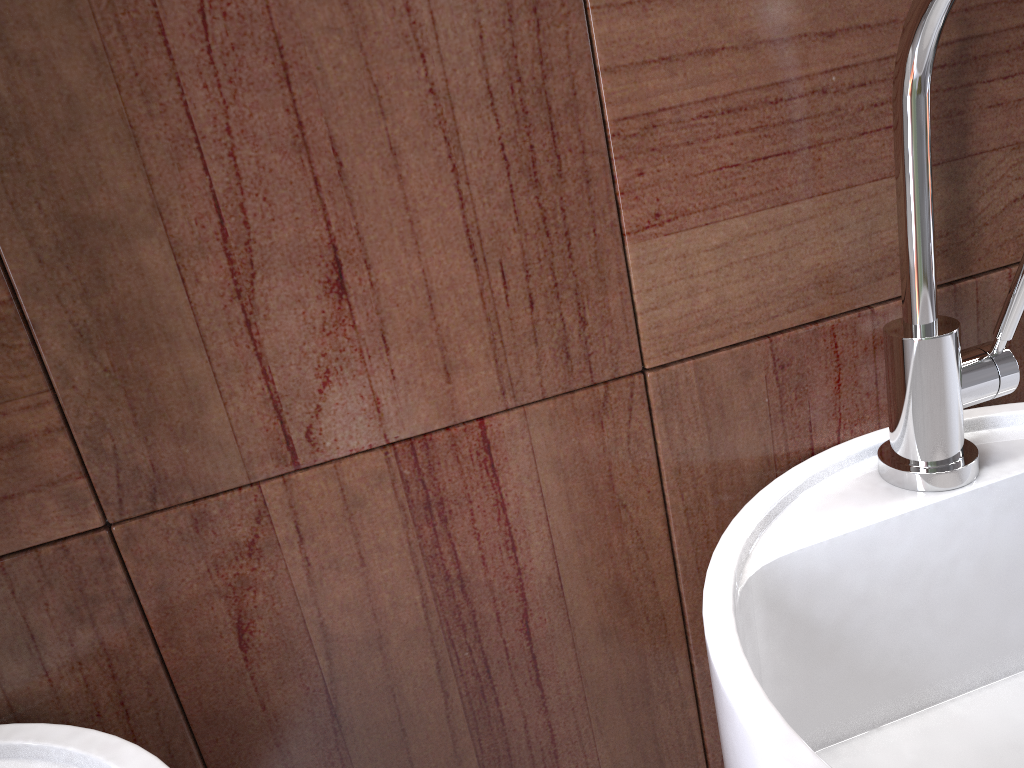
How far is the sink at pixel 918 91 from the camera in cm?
47

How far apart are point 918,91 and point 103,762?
0.5m

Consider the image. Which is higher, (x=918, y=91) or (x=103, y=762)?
(x=918, y=91)

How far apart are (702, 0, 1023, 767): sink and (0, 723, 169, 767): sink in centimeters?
27cm

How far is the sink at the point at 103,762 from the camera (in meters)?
0.43

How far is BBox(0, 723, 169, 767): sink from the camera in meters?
0.4 m

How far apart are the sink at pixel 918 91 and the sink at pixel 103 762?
0.3 meters

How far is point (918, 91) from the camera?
0.47m
